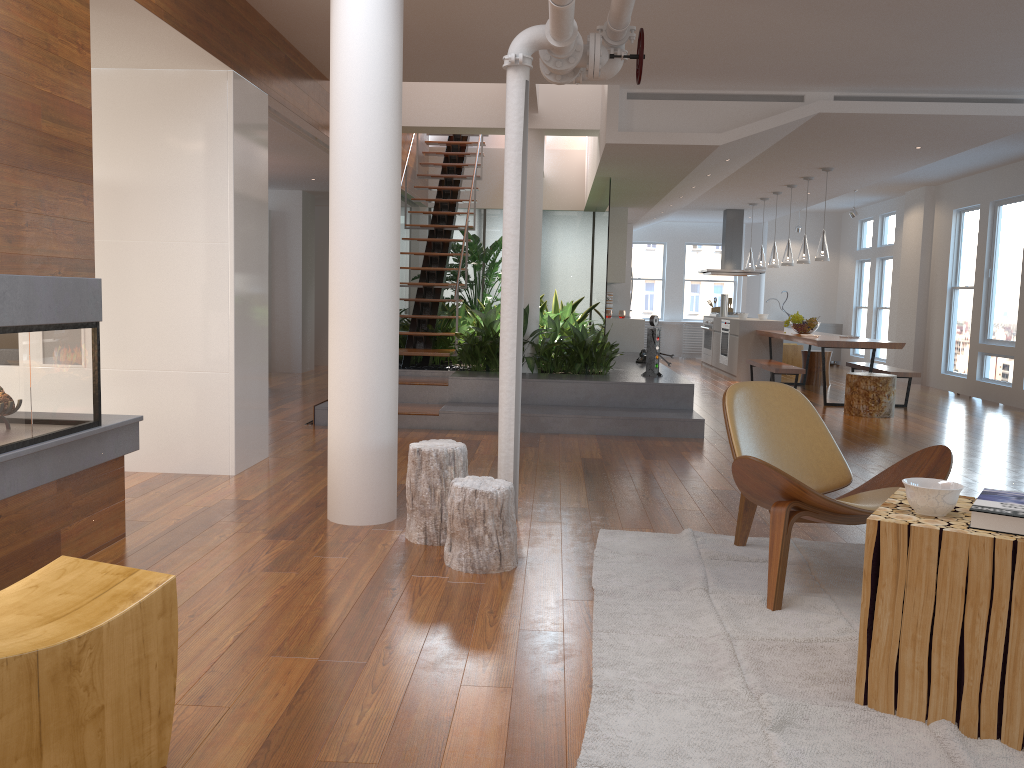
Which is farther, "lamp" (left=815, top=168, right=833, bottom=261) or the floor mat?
"lamp" (left=815, top=168, right=833, bottom=261)

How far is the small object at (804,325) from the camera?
10.8 meters

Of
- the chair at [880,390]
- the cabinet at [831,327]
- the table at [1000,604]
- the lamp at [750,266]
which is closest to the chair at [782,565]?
the table at [1000,604]

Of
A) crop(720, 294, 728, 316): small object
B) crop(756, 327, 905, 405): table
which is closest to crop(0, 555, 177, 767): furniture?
crop(756, 327, 905, 405): table

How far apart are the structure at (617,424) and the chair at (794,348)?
3.8 meters

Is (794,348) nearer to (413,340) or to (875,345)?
(875,345)

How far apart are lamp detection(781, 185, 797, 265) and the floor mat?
7.6m

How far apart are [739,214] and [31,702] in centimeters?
1350cm

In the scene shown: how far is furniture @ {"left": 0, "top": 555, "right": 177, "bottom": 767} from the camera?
1.6 meters

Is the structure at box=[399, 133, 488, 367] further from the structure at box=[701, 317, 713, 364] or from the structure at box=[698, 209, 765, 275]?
the structure at box=[701, 317, 713, 364]
